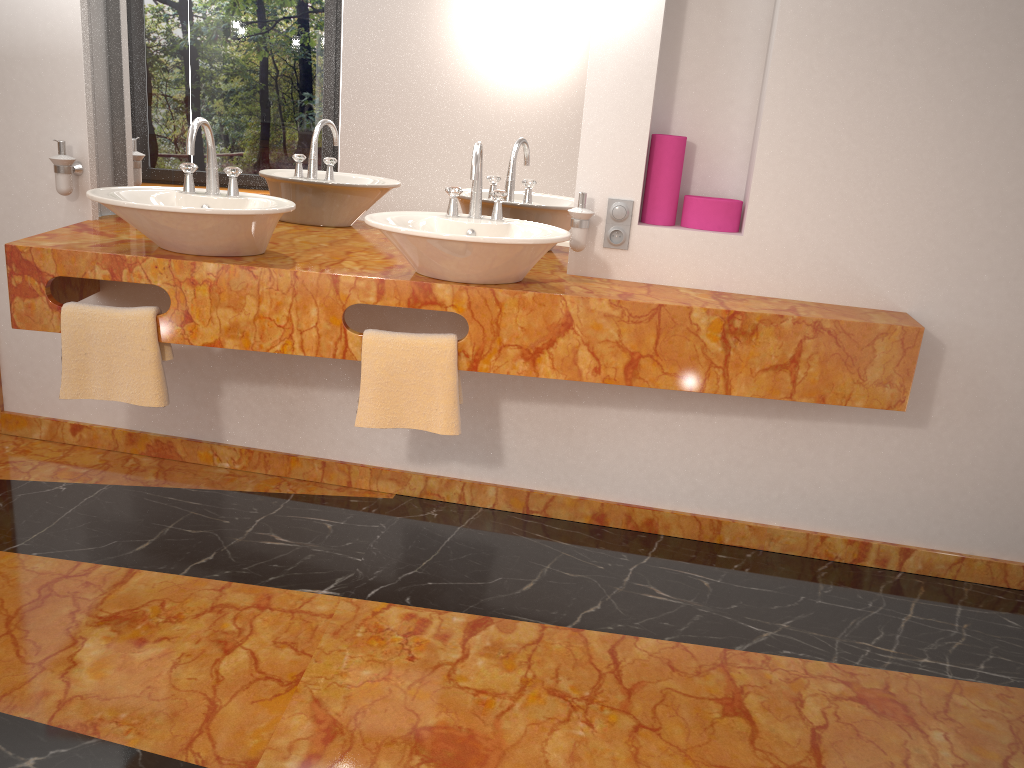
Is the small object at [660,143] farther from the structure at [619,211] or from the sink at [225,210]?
the sink at [225,210]

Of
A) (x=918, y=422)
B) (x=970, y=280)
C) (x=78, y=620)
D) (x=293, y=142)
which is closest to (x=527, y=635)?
(x=78, y=620)

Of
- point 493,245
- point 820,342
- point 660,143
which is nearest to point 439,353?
point 493,245

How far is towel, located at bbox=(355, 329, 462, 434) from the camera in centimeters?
239cm

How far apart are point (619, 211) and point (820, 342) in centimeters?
67cm

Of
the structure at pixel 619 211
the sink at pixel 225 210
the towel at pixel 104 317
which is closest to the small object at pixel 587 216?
the structure at pixel 619 211

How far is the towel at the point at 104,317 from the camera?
2.4m

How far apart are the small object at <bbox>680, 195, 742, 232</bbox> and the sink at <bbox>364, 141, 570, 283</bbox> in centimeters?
46cm

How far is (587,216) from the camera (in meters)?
2.50

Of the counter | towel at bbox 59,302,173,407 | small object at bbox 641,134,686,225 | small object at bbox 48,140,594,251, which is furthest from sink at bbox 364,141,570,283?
towel at bbox 59,302,173,407
